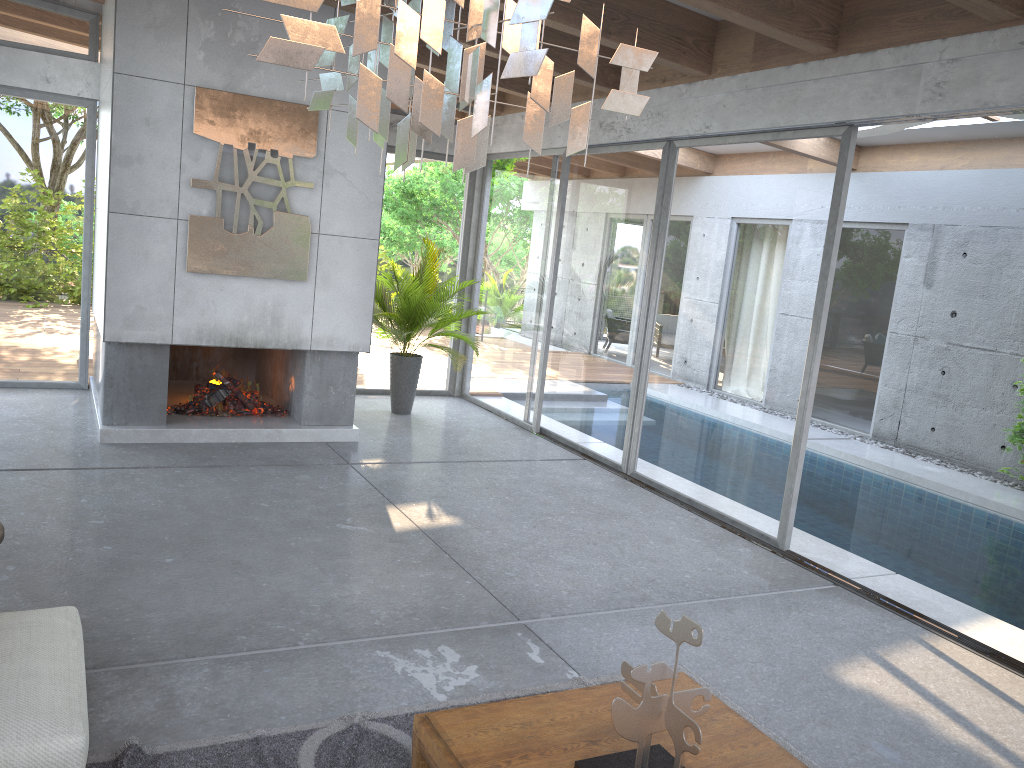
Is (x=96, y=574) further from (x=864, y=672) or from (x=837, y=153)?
(x=837, y=153)

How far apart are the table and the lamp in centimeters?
166cm

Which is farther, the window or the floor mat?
the window

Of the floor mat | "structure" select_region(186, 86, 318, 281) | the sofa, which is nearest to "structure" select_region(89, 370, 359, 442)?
"structure" select_region(186, 86, 318, 281)

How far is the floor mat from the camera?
2.9m

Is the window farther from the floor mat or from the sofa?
the sofa

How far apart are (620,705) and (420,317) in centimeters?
647cm

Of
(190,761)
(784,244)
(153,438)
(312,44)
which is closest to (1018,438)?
(784,244)

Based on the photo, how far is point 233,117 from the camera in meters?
6.6 m

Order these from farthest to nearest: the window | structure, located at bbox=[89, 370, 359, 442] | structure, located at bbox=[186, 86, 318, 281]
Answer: structure, located at bbox=[89, 370, 359, 442] → structure, located at bbox=[186, 86, 318, 281] → the window
